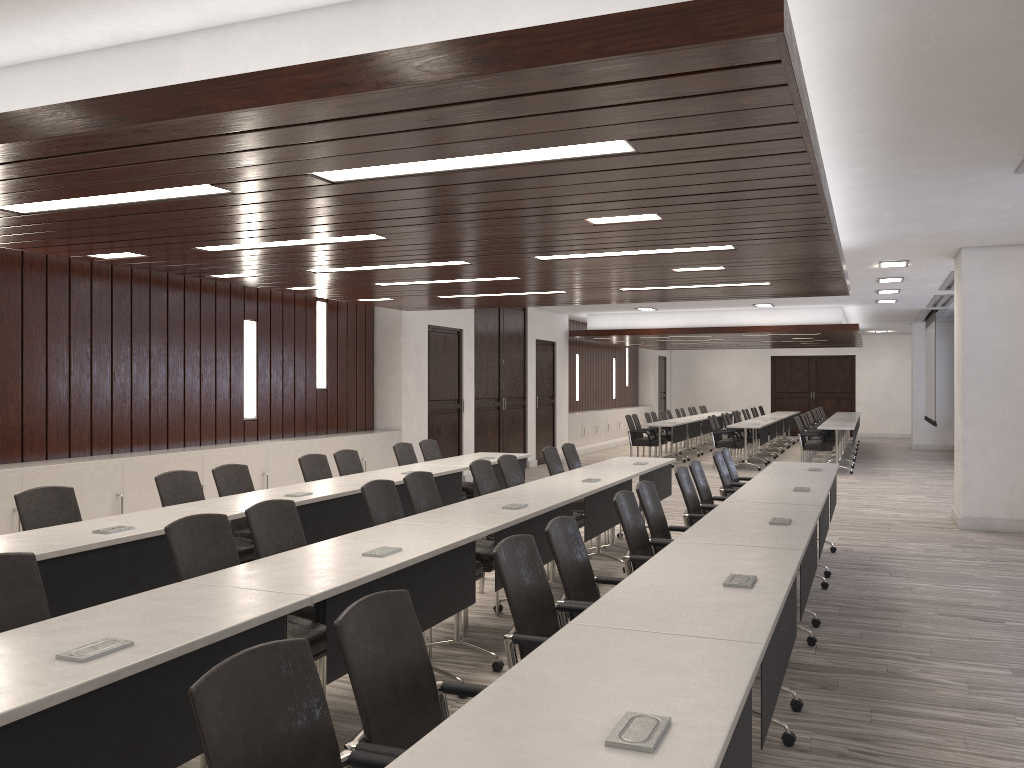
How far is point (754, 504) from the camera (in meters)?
5.33

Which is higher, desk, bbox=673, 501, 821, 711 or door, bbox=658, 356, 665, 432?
door, bbox=658, 356, 665, 432

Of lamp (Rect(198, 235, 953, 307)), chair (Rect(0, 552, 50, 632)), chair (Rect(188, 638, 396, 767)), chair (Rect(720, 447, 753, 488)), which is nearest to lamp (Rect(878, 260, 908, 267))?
chair (Rect(720, 447, 753, 488))

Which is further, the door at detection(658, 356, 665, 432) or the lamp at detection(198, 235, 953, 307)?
the door at detection(658, 356, 665, 432)

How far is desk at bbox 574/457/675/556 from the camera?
7.6 meters

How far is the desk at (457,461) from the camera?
8.3m

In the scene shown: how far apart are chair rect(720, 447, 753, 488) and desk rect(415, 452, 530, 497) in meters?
2.1

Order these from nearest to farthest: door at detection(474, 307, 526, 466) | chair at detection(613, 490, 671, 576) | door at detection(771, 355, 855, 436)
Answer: chair at detection(613, 490, 671, 576) < door at detection(474, 307, 526, 466) < door at detection(771, 355, 855, 436)

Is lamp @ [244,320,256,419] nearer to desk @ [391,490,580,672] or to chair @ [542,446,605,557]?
chair @ [542,446,605,557]

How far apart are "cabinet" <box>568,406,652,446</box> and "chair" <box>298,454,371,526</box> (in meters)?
11.21
